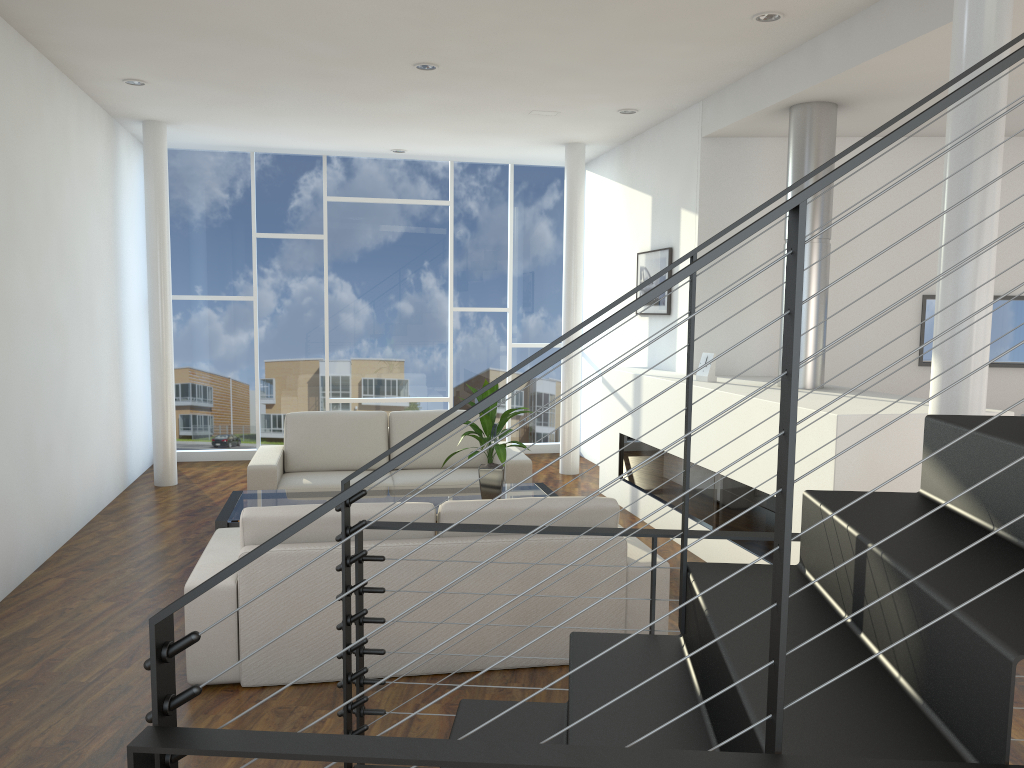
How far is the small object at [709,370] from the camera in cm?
467

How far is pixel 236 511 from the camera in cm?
402

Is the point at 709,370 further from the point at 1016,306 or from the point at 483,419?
the point at 1016,306

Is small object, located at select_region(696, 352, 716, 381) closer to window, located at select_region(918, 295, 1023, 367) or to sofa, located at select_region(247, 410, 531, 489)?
sofa, located at select_region(247, 410, 531, 489)

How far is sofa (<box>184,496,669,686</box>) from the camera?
2.8m

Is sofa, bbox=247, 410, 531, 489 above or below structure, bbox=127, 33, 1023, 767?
below

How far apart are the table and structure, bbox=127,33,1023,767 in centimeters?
196cm

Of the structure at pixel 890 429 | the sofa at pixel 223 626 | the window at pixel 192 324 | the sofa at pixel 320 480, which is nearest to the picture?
the structure at pixel 890 429

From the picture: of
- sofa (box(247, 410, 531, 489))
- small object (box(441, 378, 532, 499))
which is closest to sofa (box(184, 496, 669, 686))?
small object (box(441, 378, 532, 499))

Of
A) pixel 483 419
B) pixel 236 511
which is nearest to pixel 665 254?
pixel 483 419
